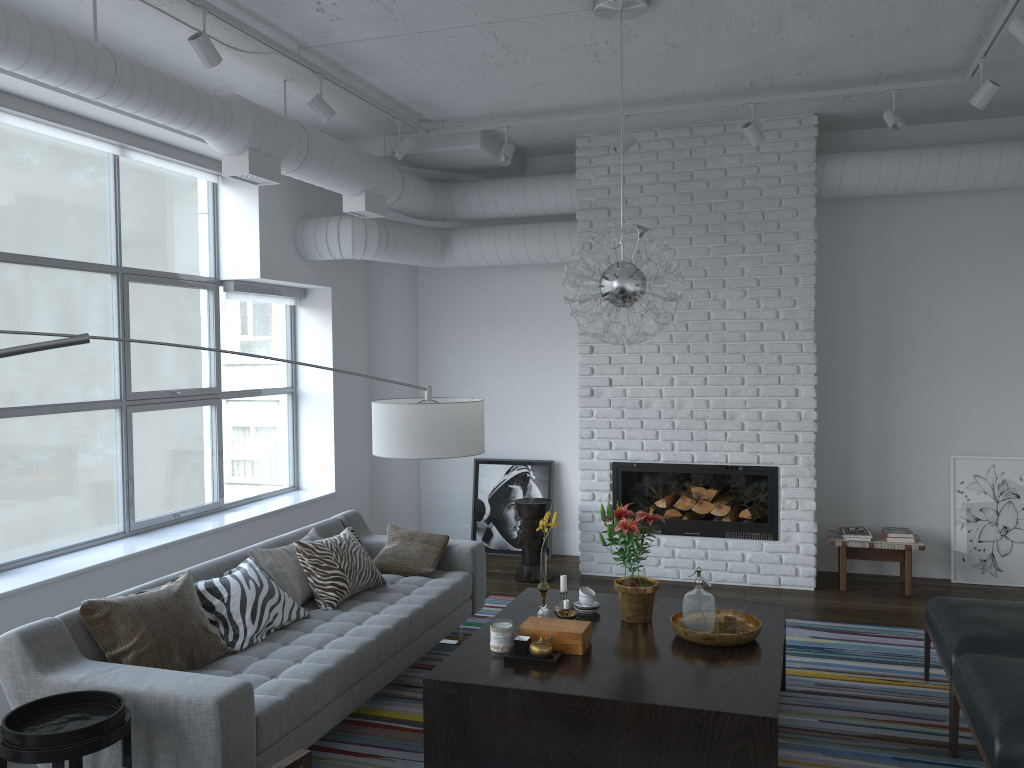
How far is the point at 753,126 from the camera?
5.3m

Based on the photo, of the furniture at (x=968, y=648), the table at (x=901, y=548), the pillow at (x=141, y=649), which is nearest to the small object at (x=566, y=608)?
the pillow at (x=141, y=649)

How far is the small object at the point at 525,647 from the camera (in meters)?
3.60

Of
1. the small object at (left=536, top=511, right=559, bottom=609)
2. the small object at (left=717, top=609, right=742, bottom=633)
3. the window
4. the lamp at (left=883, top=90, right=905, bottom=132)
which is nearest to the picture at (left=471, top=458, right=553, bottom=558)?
the window

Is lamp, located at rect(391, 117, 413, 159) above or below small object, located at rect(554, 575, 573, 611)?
above

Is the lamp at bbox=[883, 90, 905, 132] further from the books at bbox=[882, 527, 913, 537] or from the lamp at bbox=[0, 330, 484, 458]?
the lamp at bbox=[0, 330, 484, 458]

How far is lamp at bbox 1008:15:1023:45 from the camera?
3.70m

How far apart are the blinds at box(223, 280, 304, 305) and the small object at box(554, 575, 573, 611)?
3.2m

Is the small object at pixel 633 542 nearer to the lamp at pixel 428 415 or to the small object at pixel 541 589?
the small object at pixel 541 589

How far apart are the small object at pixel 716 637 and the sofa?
1.2m
